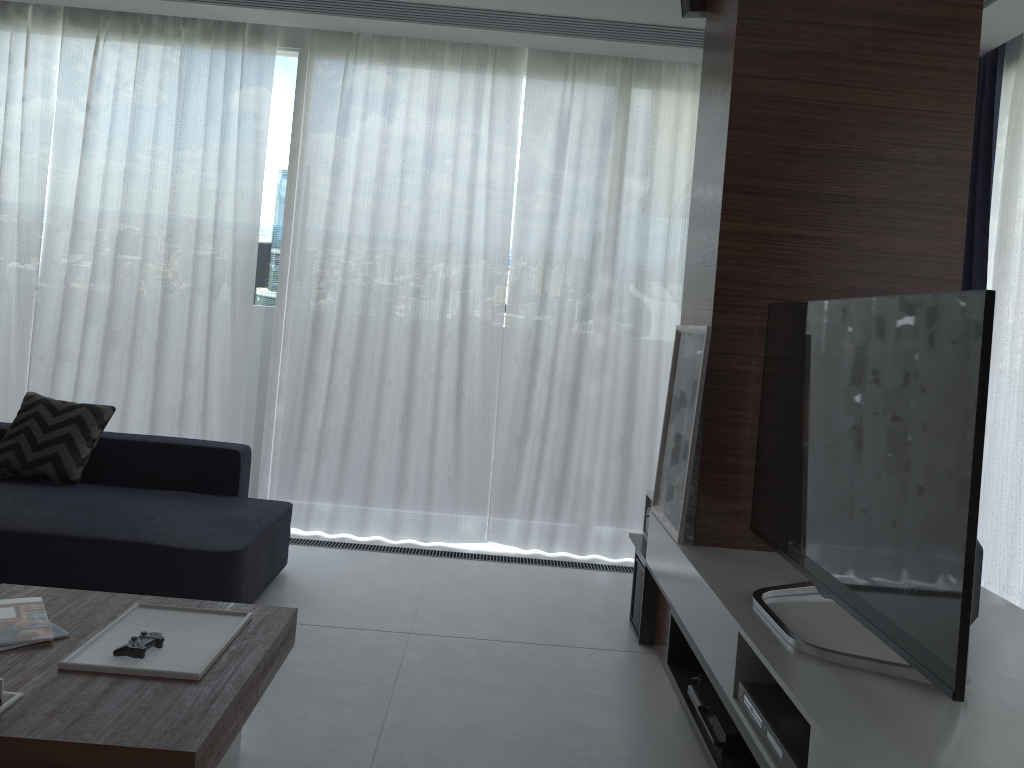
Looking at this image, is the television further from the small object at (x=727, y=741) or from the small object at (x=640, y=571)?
the small object at (x=640, y=571)

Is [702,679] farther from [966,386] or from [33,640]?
[33,640]

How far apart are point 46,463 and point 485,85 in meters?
2.7

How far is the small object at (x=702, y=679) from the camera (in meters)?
2.67

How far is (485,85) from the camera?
4.40m

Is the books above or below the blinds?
below

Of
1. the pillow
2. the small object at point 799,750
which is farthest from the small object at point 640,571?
the pillow

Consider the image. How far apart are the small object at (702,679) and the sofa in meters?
1.6 m

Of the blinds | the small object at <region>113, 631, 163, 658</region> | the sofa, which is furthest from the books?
the blinds

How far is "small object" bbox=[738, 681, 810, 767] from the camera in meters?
1.8 m
